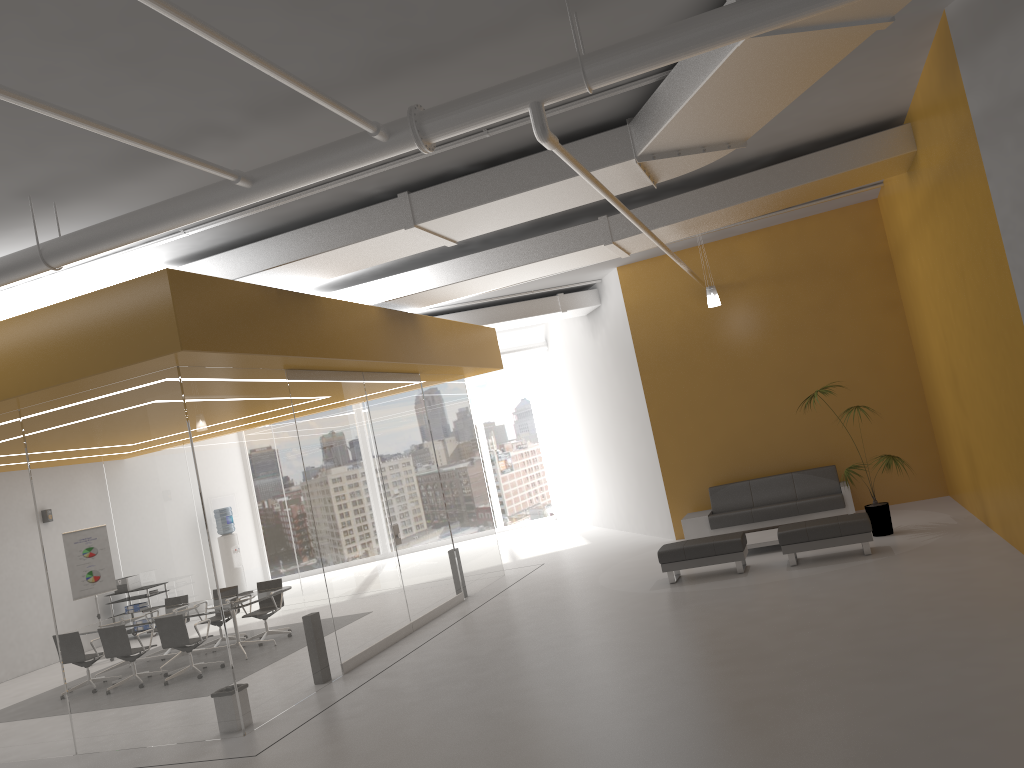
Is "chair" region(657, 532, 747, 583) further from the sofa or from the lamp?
the lamp

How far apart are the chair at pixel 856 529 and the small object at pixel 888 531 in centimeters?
88cm

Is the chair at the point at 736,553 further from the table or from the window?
the window

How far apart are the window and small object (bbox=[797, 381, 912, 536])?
11.6 meters

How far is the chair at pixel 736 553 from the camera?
10.3m

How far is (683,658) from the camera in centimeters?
725cm

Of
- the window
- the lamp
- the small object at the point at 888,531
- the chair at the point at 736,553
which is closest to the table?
the chair at the point at 736,553

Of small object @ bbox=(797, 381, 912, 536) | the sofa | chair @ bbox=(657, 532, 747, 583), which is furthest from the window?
small object @ bbox=(797, 381, 912, 536)

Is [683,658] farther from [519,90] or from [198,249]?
[198,249]

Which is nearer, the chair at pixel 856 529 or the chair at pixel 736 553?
the chair at pixel 856 529
